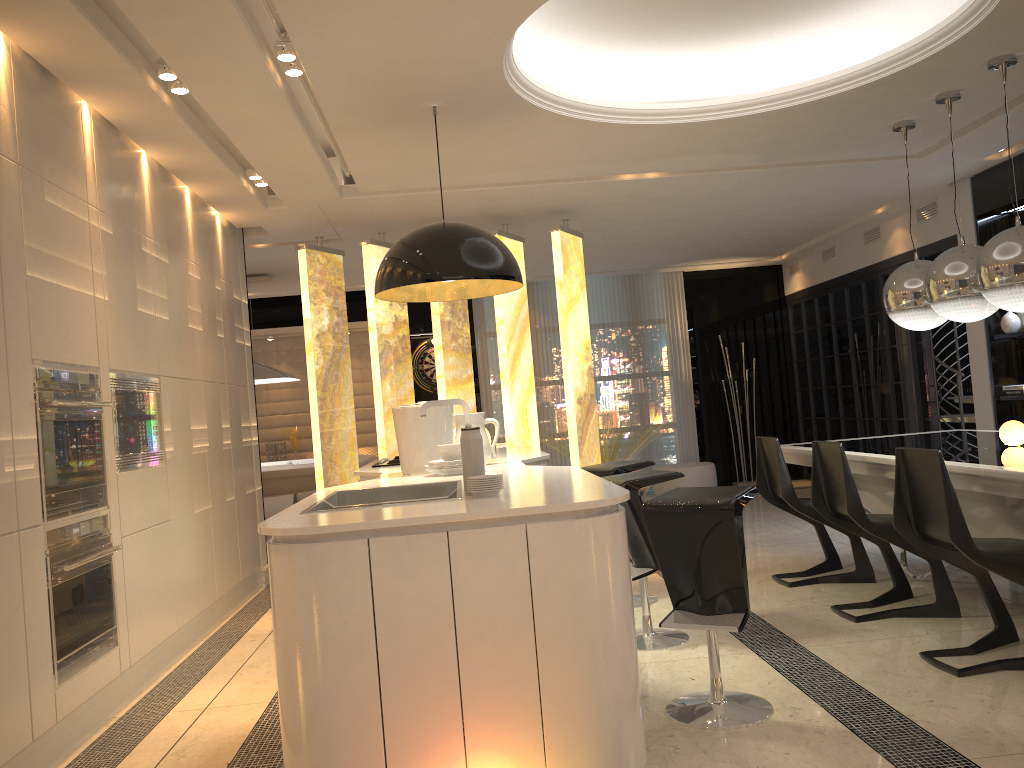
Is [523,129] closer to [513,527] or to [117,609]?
[513,527]

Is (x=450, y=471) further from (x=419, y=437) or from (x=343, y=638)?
(x=343, y=638)

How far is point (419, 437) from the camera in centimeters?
401cm

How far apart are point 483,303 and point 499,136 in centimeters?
574cm

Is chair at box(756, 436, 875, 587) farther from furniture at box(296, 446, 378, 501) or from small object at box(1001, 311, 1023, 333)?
furniture at box(296, 446, 378, 501)

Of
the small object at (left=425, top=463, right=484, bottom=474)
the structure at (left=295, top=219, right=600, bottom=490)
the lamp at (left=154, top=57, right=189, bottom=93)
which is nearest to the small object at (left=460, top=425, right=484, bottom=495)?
the small object at (left=425, top=463, right=484, bottom=474)

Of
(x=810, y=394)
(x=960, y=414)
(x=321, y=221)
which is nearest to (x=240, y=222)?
(x=321, y=221)

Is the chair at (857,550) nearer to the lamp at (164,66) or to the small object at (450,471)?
the small object at (450,471)

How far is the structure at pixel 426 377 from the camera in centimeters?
1049cm

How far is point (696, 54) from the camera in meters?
4.9
